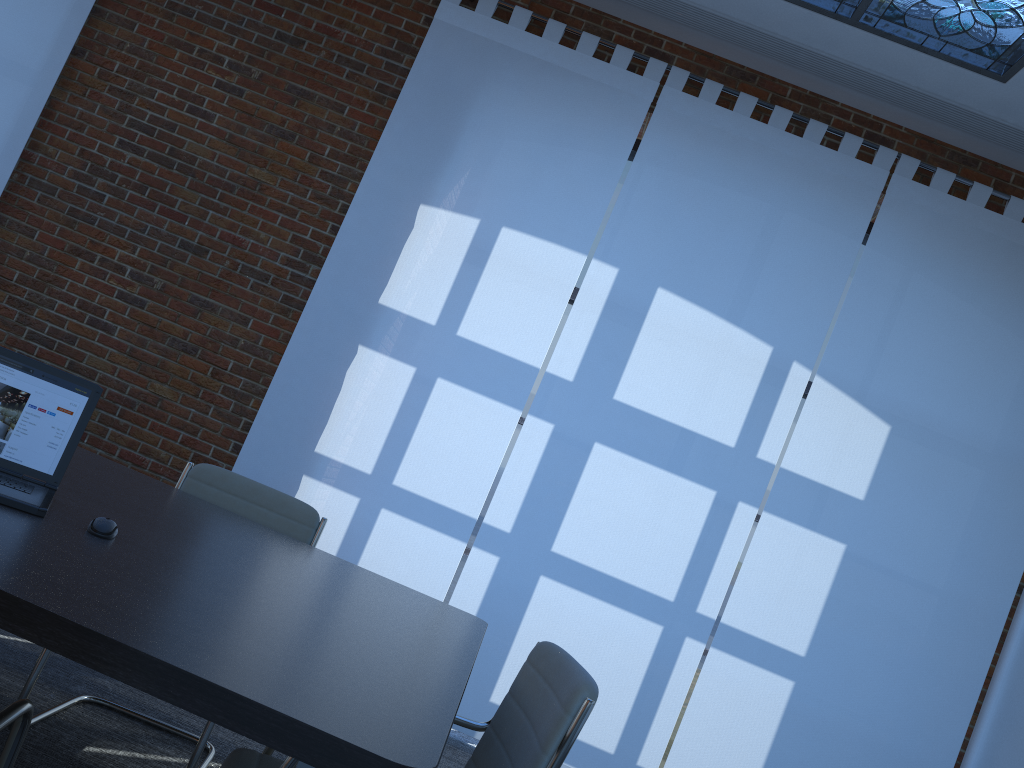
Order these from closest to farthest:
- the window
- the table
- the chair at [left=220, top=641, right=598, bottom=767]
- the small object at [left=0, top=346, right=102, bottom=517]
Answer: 1. the table
2. the chair at [left=220, top=641, right=598, bottom=767]
3. the small object at [left=0, top=346, right=102, bottom=517]
4. the window

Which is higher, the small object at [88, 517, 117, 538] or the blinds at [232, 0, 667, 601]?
the blinds at [232, 0, 667, 601]

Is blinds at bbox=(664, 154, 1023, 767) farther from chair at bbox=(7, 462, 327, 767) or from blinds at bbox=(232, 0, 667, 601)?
chair at bbox=(7, 462, 327, 767)

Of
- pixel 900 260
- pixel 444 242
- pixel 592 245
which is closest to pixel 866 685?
pixel 900 260

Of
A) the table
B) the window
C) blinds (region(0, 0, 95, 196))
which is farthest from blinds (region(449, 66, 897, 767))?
blinds (region(0, 0, 95, 196))

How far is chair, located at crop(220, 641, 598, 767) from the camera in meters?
1.8 m

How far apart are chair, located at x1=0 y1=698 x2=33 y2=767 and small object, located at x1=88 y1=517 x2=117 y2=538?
0.52m

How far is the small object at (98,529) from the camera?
1.9m

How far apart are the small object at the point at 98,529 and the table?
0.0m

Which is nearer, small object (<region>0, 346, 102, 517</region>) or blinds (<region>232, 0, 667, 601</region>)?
small object (<region>0, 346, 102, 517</region>)
